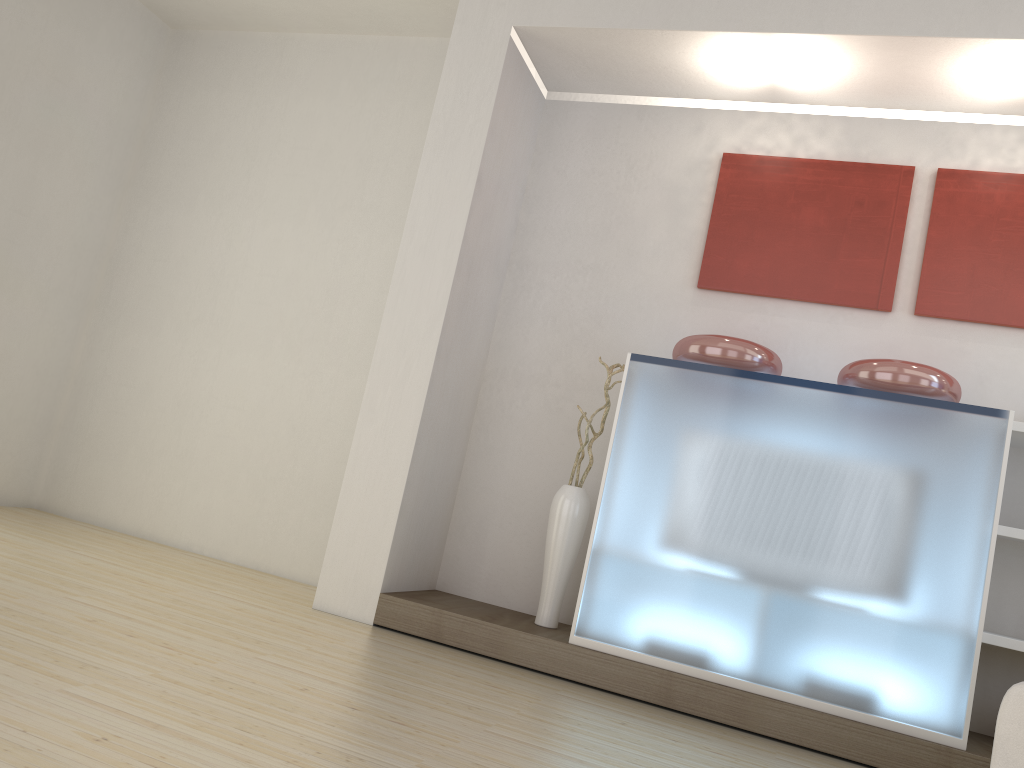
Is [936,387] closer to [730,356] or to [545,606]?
[730,356]

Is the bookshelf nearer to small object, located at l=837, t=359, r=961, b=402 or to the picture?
small object, located at l=837, t=359, r=961, b=402

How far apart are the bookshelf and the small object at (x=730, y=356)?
1.0m

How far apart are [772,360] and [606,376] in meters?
1.0

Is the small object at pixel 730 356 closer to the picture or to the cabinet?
the cabinet

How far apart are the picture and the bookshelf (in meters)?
0.61

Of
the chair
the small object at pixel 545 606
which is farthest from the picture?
the chair

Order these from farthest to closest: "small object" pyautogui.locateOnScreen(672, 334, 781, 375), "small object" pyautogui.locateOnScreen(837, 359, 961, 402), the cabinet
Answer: "small object" pyautogui.locateOnScreen(672, 334, 781, 375), "small object" pyautogui.locateOnScreen(837, 359, 961, 402), the cabinet

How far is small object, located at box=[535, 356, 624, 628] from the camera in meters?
4.5 m

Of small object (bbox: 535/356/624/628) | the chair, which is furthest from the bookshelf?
small object (bbox: 535/356/624/628)
